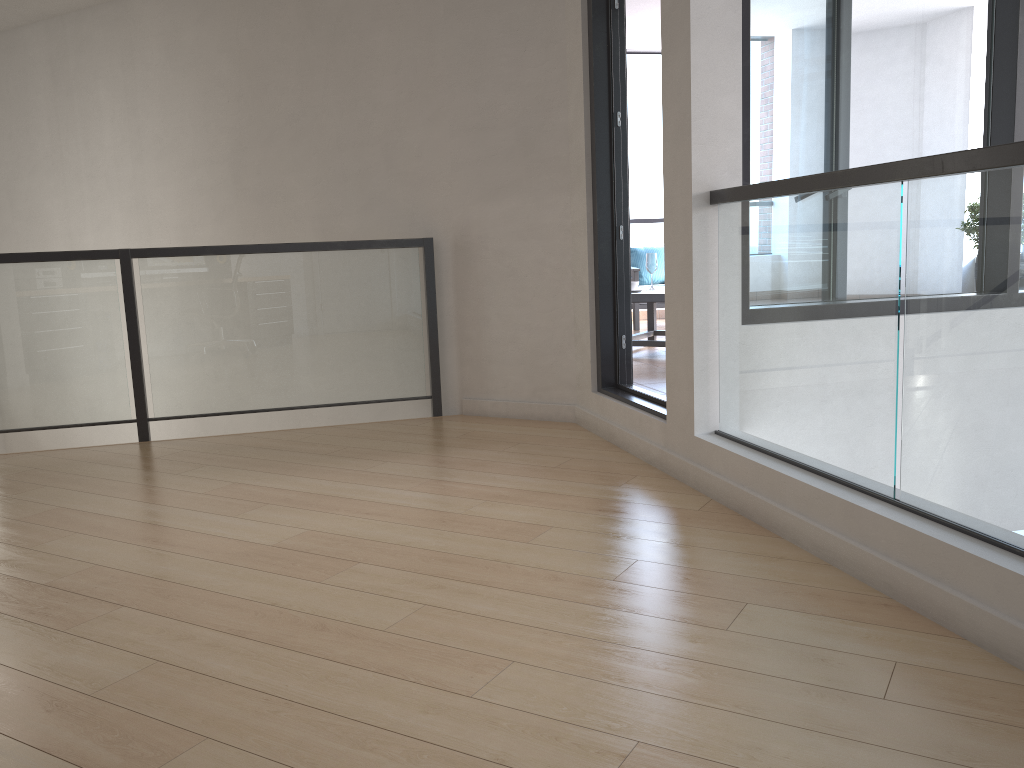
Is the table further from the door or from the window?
the window

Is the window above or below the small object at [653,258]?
above

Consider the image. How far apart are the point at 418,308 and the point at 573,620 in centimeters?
300cm

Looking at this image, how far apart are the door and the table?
1.9 meters

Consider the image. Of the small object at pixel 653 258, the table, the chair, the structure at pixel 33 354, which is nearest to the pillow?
the chair

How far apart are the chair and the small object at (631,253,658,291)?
1.8m

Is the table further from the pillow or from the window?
the window

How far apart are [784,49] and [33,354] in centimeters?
381cm

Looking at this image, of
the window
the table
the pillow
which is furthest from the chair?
the window

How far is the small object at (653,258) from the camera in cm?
670
